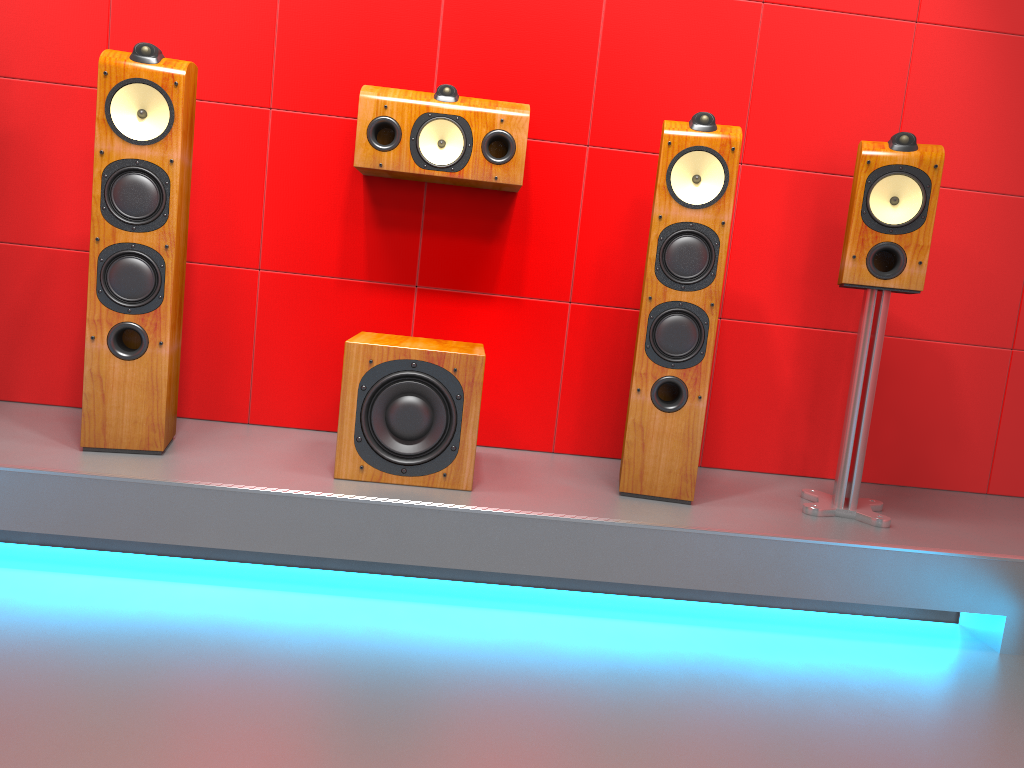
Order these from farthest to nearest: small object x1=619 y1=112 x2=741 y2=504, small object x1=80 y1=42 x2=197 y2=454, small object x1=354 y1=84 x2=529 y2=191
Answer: small object x1=354 y1=84 x2=529 y2=191
small object x1=619 y1=112 x2=741 y2=504
small object x1=80 y1=42 x2=197 y2=454

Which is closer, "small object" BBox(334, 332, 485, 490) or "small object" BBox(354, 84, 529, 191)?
"small object" BBox(334, 332, 485, 490)

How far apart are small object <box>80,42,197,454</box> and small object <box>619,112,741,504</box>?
1.23m

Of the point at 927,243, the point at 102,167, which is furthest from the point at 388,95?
the point at 927,243

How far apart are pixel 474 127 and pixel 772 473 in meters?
1.5 m

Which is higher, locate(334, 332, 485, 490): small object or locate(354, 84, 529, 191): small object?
locate(354, 84, 529, 191): small object

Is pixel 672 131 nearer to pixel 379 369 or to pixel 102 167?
pixel 379 369

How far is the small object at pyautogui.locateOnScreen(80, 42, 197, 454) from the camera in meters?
2.2

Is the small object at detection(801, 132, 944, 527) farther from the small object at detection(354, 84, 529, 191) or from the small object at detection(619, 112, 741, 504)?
the small object at detection(354, 84, 529, 191)

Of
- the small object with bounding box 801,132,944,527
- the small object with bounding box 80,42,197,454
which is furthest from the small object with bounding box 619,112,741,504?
the small object with bounding box 80,42,197,454
